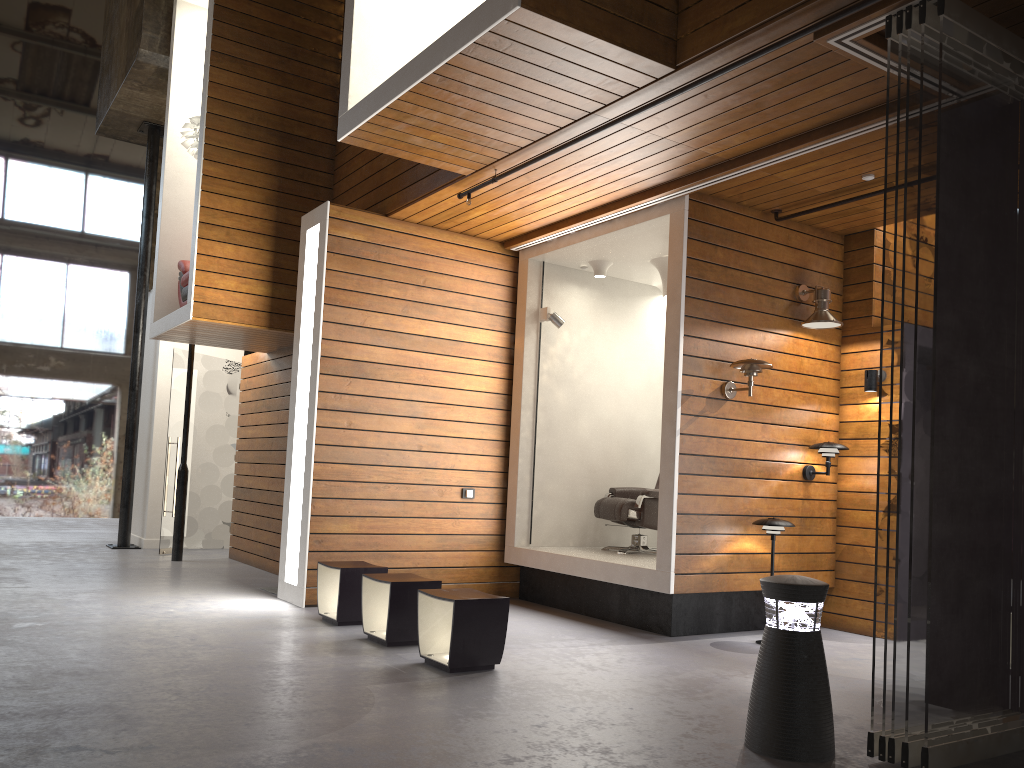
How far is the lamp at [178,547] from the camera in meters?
9.2 m

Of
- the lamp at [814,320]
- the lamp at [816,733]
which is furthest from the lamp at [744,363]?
the lamp at [816,733]

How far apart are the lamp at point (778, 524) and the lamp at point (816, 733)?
2.45m

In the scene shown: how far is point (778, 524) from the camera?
5.9m

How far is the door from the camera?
9.93m

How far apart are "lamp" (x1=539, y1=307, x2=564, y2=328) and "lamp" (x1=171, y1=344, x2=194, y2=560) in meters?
4.2 m

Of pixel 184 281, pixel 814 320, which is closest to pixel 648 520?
pixel 814 320

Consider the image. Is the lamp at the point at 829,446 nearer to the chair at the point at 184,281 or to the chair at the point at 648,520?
the chair at the point at 648,520

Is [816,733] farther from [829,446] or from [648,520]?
[648,520]

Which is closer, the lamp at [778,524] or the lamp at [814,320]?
the lamp at [778,524]
